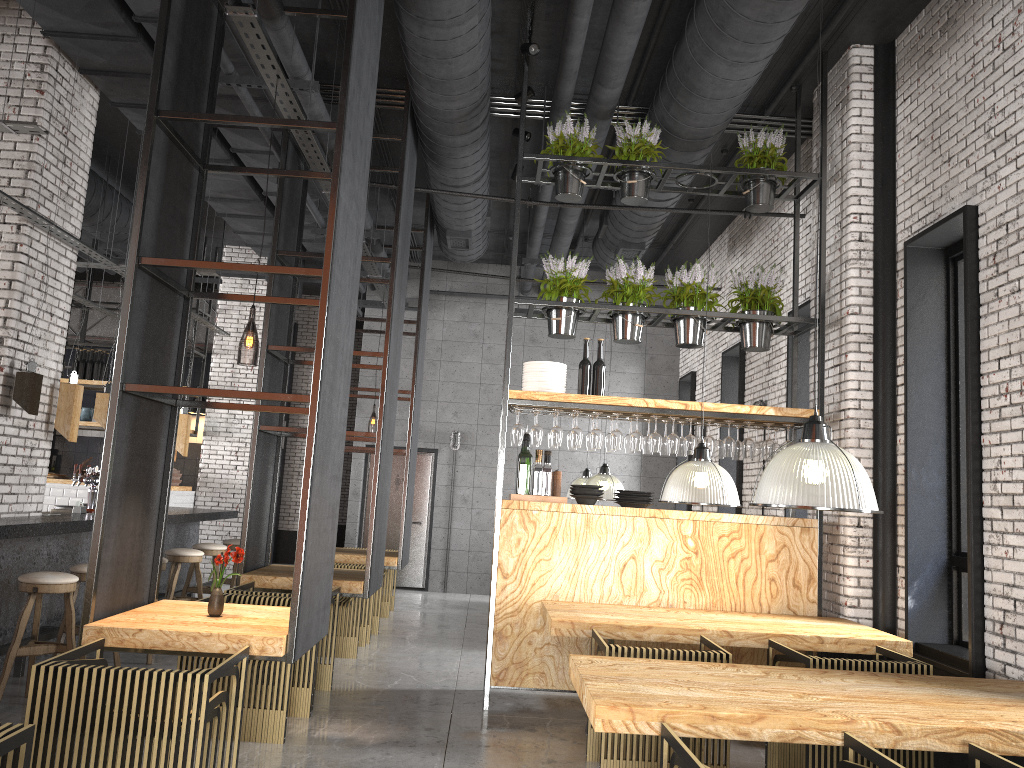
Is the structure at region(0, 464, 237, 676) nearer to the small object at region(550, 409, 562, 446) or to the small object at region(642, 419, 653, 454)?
the small object at region(550, 409, 562, 446)

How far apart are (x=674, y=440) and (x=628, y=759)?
2.6 meters

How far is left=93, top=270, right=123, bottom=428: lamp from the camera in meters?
7.5 m

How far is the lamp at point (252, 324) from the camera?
6.0 meters

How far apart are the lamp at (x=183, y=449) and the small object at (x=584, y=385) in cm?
487

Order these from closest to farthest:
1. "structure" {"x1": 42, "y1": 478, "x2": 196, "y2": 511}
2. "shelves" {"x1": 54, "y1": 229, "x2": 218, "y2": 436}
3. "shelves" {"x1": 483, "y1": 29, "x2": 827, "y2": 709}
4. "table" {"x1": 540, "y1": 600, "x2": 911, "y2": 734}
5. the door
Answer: "table" {"x1": 540, "y1": 600, "x2": 911, "y2": 734} → "shelves" {"x1": 483, "y1": 29, "x2": 827, "y2": 709} → "structure" {"x1": 42, "y1": 478, "x2": 196, "y2": 511} → "shelves" {"x1": 54, "y1": 229, "x2": 218, "y2": 436} → the door

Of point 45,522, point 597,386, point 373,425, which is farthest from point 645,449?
point 373,425

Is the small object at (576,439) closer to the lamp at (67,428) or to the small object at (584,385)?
the small object at (584,385)

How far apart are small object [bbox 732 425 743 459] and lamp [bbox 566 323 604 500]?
4.6m

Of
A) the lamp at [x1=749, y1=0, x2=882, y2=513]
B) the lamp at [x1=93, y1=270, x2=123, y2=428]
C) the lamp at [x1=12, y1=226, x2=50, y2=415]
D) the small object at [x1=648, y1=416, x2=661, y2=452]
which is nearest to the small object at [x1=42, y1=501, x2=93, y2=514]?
the lamp at [x1=93, y1=270, x2=123, y2=428]
